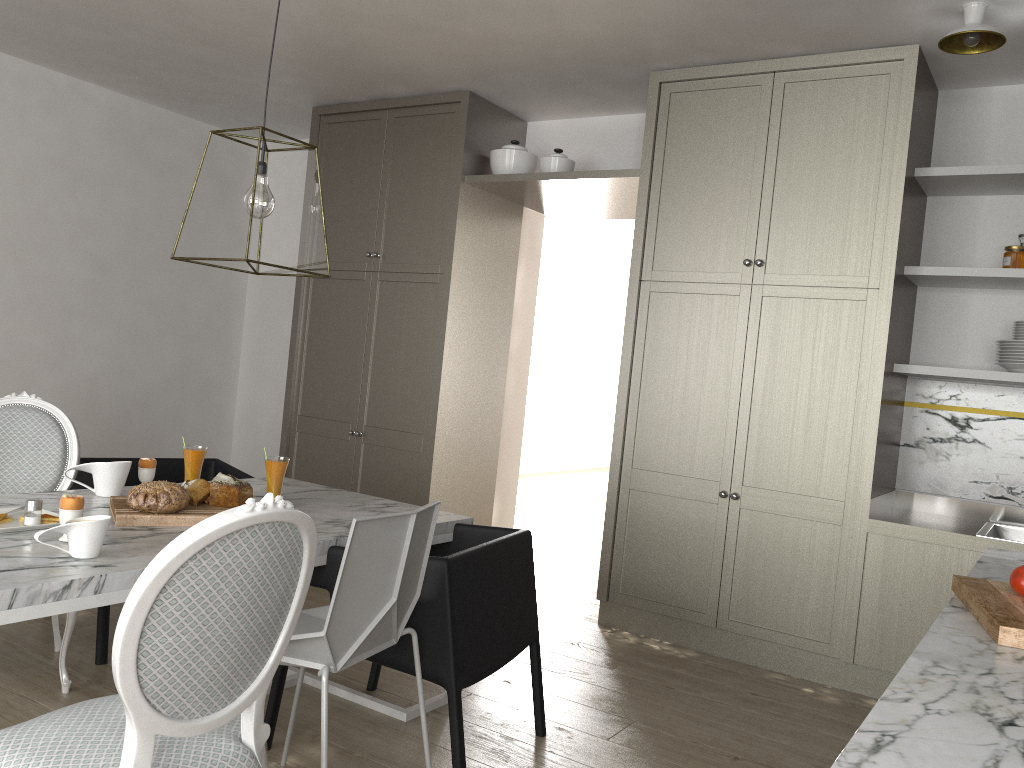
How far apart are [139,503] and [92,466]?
0.4 meters

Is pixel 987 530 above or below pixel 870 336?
below

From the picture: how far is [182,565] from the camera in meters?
1.3

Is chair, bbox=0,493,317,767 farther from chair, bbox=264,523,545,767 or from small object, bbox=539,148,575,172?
small object, bbox=539,148,575,172

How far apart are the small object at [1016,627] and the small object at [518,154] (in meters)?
3.07

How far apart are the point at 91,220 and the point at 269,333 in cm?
126

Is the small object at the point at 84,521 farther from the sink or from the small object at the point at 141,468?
the sink

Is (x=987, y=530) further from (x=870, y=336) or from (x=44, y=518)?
(x=44, y=518)

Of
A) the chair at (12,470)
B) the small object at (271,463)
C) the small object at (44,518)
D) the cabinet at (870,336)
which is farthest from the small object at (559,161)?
the small object at (44,518)

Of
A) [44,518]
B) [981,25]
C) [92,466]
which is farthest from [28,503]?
[981,25]
